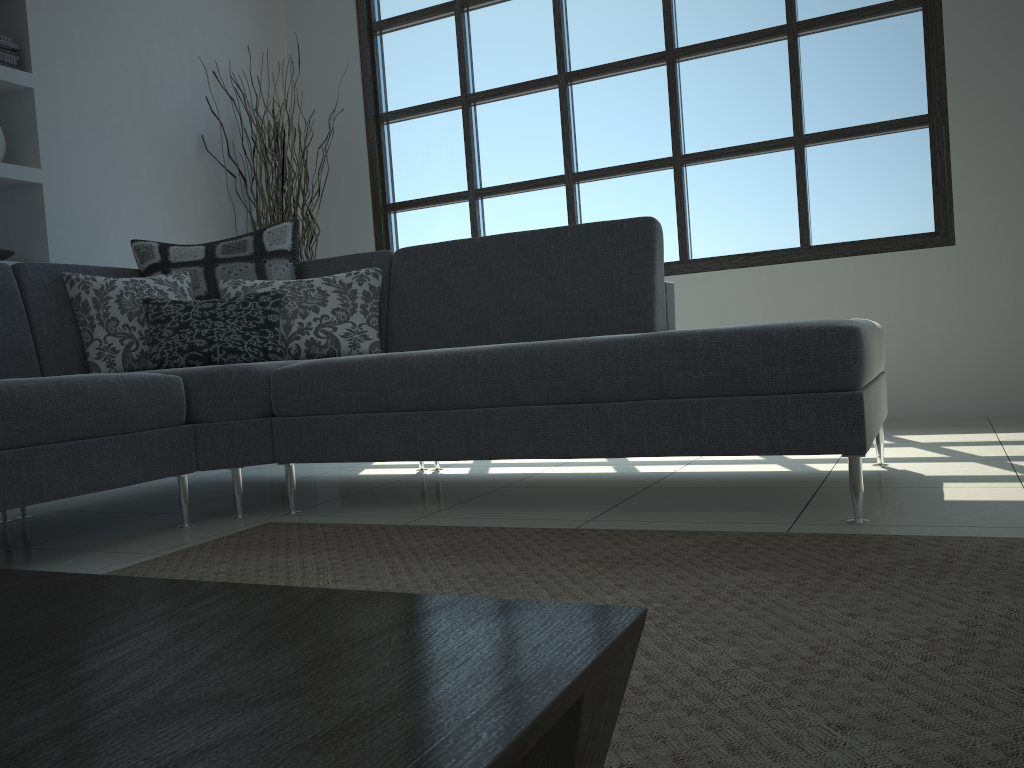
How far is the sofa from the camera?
2.1m

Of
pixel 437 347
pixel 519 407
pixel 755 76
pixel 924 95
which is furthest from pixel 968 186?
pixel 519 407

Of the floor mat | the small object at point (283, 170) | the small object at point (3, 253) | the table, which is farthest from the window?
the table

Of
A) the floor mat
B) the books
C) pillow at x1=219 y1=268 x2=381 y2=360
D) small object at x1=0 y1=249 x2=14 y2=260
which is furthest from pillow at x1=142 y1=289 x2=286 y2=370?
the books

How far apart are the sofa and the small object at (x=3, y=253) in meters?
0.8 m

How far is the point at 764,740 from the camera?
1.0 meters

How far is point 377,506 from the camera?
2.7m

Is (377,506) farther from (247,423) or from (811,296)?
(811,296)

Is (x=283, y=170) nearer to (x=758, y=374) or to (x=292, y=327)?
(x=292, y=327)

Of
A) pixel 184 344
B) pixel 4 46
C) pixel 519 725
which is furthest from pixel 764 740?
pixel 4 46
